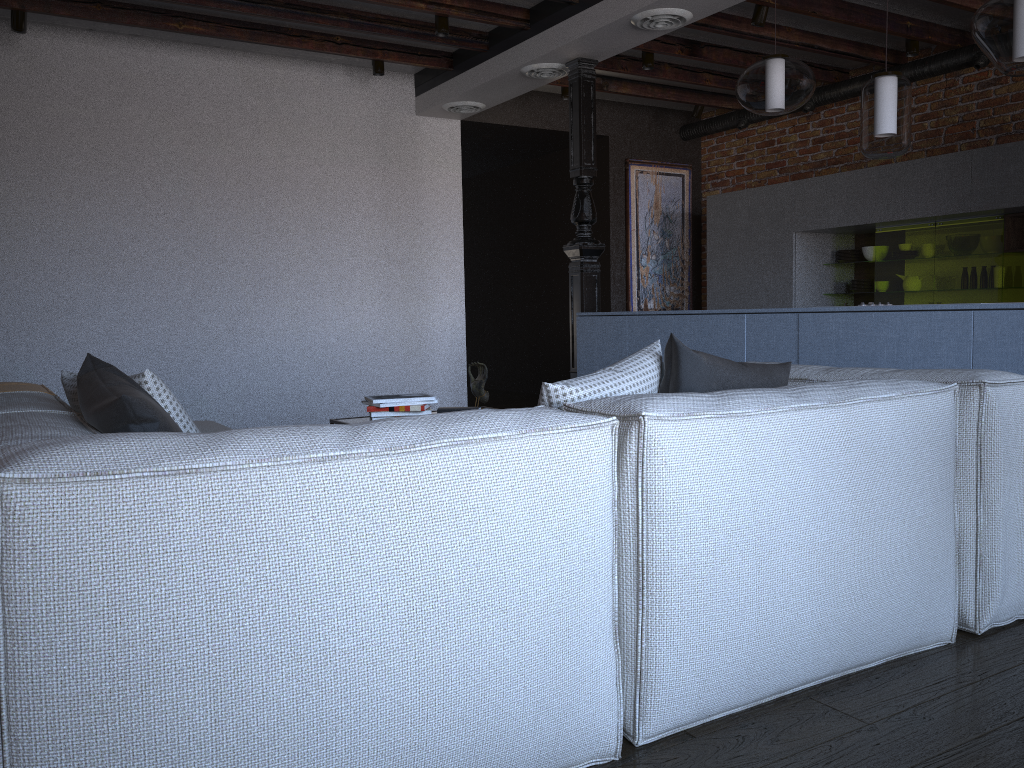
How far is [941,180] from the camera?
5.7 meters

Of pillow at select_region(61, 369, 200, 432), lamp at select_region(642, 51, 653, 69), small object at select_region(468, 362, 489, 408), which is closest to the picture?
lamp at select_region(642, 51, 653, 69)

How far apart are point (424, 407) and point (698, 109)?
5.2m

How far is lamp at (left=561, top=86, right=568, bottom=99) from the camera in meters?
7.0

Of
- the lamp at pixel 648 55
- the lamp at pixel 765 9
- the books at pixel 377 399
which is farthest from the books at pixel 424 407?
the lamp at pixel 648 55

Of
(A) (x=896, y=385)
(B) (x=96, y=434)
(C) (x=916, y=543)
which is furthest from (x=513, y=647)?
(A) (x=896, y=385)

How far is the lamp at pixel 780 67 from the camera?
4.0 meters

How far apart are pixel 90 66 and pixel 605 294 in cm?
449

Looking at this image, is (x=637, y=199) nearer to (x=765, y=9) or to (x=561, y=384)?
(x=765, y=9)

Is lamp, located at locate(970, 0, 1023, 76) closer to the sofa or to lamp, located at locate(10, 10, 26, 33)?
the sofa
